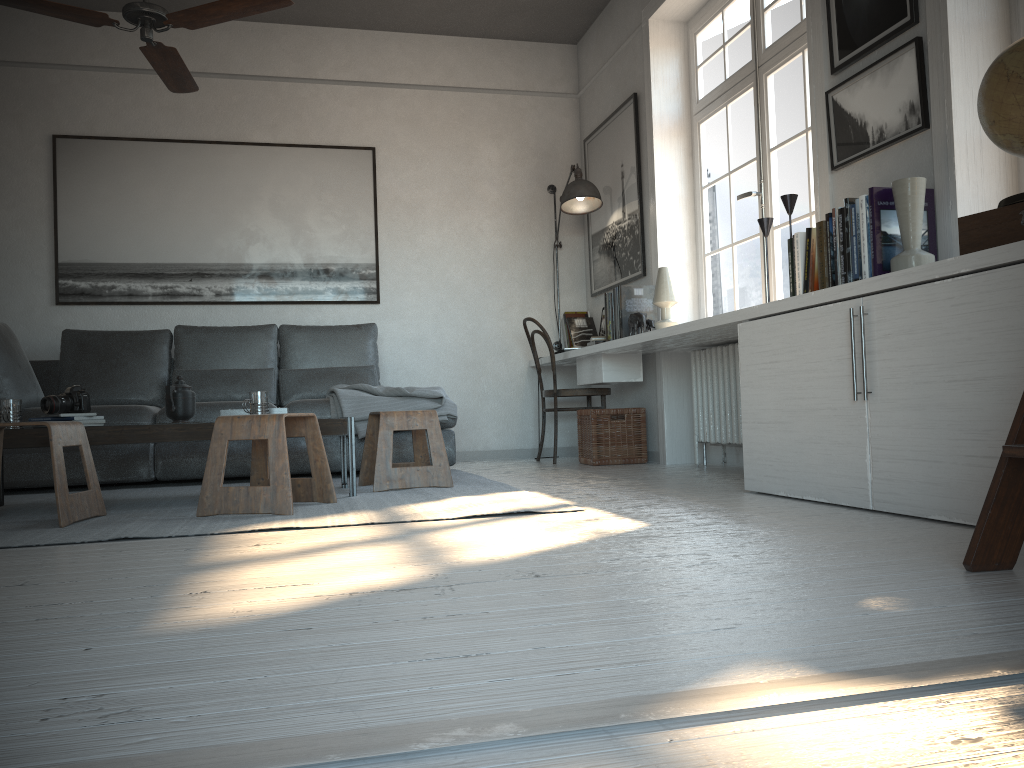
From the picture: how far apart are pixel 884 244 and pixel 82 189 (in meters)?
4.69

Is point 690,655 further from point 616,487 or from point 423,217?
point 423,217

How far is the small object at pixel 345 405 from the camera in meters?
4.6 m

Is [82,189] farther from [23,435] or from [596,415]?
[596,415]

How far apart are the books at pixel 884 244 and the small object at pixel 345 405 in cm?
206

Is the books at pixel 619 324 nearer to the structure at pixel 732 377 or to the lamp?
the structure at pixel 732 377

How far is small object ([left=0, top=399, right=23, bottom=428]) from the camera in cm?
338

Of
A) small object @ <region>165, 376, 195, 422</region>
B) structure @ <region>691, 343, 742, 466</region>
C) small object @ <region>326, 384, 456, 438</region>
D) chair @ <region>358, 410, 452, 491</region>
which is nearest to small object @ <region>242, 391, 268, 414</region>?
small object @ <region>165, 376, 195, 422</region>

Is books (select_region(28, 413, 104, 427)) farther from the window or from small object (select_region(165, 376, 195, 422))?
the window

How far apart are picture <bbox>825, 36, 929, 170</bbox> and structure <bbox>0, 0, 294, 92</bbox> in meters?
2.1 m
